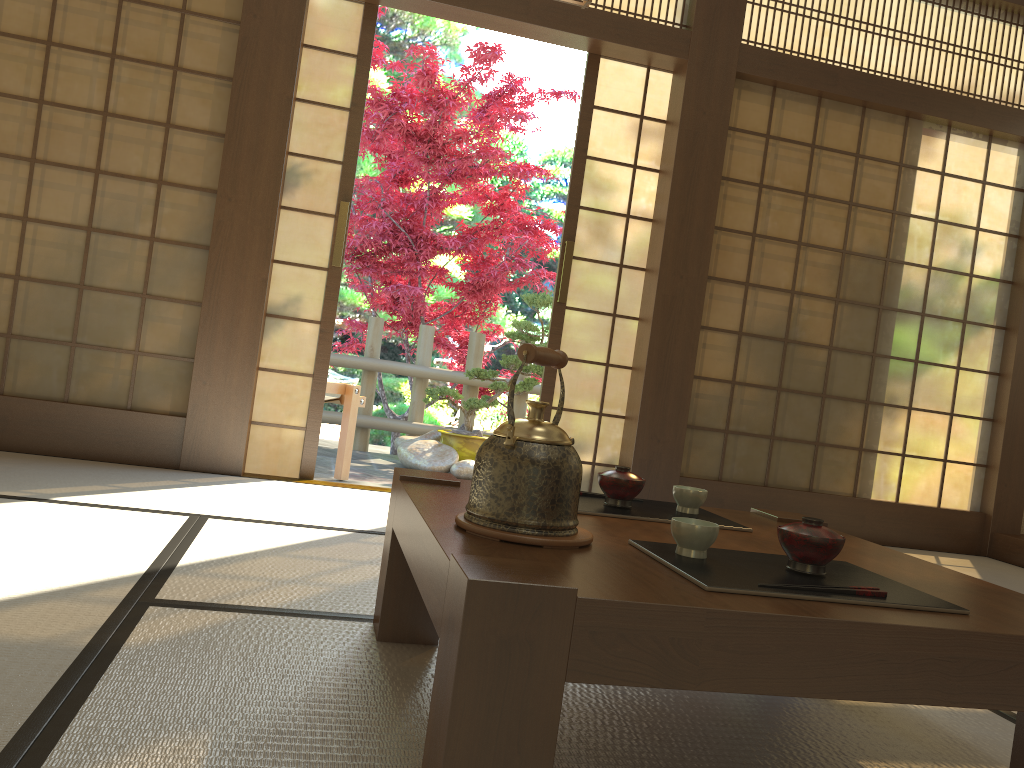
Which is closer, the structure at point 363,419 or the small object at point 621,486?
the small object at point 621,486

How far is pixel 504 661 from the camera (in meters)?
1.00

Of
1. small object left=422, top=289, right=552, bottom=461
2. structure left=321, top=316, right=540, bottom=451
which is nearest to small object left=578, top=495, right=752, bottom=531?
small object left=422, top=289, right=552, bottom=461

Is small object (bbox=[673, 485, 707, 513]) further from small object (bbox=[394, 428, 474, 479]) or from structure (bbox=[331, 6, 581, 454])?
structure (bbox=[331, 6, 581, 454])

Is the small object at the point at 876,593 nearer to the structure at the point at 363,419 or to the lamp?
the lamp

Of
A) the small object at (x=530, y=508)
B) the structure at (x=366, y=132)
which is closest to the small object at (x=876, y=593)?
the small object at (x=530, y=508)

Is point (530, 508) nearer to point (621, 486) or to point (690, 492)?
point (621, 486)

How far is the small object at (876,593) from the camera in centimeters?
124cm

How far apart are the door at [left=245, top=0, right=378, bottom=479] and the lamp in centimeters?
157cm

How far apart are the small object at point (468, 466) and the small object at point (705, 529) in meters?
4.4
